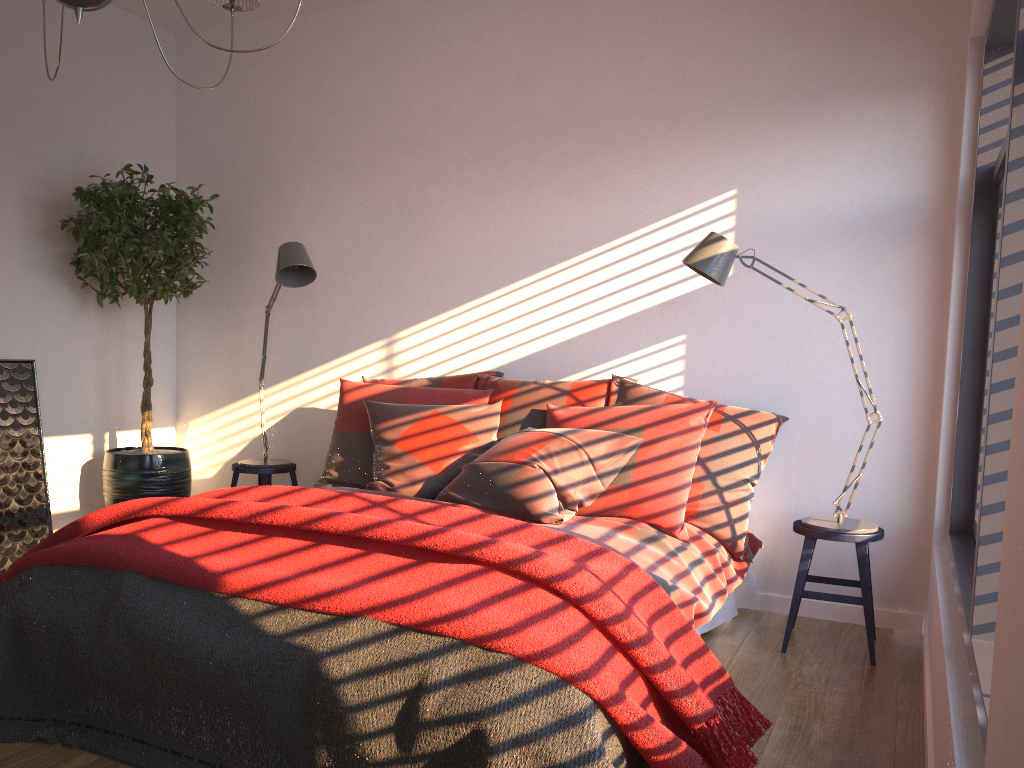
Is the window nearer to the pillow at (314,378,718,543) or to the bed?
the bed

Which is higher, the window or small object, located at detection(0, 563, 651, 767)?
the window

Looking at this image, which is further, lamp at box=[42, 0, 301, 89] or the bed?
the bed

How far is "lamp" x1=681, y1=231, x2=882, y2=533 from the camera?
3.35m

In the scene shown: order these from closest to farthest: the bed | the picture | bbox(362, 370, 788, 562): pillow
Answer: the bed < bbox(362, 370, 788, 562): pillow < the picture

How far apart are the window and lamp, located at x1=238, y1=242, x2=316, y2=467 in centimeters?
281cm

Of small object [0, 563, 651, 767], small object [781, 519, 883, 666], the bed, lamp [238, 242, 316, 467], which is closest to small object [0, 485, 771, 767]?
small object [0, 563, 651, 767]

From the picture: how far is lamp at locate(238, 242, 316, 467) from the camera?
4.1 meters

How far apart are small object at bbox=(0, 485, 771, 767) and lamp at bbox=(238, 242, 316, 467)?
1.4 meters

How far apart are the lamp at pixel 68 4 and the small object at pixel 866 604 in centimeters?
264cm
